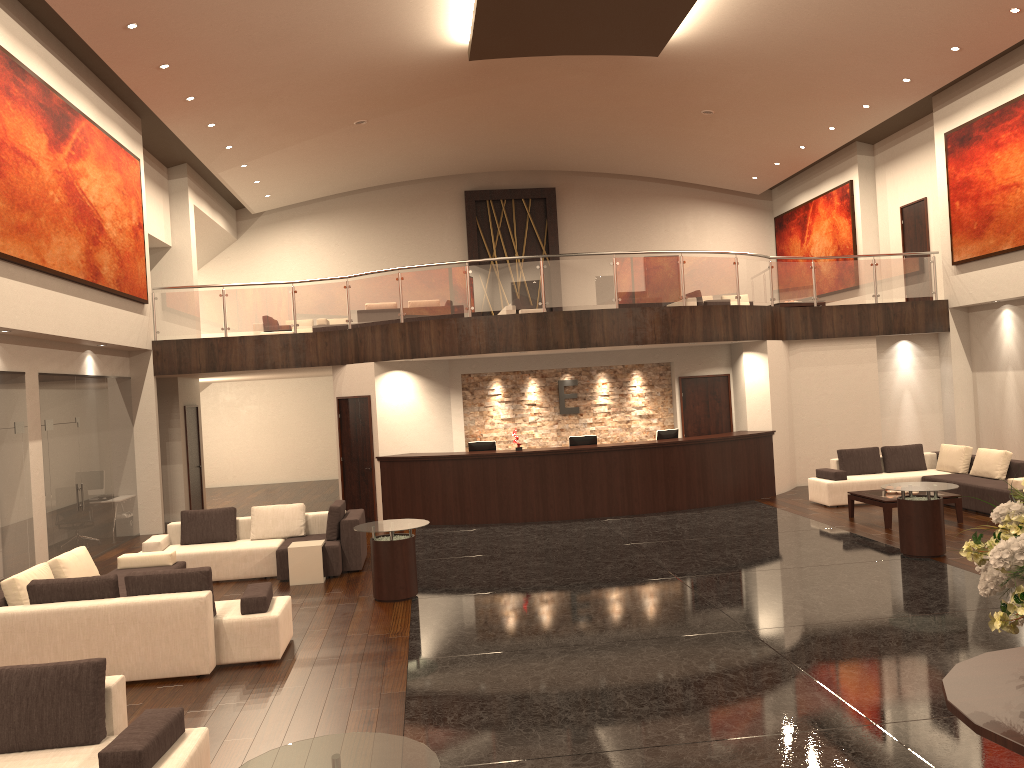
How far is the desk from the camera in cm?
1452

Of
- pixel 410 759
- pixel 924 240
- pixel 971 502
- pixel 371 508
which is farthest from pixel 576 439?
pixel 410 759

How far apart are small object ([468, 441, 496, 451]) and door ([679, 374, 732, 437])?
3.9 meters

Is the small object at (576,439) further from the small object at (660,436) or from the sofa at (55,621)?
the sofa at (55,621)

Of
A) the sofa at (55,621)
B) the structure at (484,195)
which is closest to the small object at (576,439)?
the sofa at (55,621)

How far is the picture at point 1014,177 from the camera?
15.0m

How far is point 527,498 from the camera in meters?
14.5

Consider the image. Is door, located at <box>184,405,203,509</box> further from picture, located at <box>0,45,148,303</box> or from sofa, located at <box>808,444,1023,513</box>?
sofa, located at <box>808,444,1023,513</box>

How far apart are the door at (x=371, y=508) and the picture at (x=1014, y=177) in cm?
1128

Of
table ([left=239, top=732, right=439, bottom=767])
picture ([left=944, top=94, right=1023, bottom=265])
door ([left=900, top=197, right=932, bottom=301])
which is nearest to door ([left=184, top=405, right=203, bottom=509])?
table ([left=239, top=732, right=439, bottom=767])
